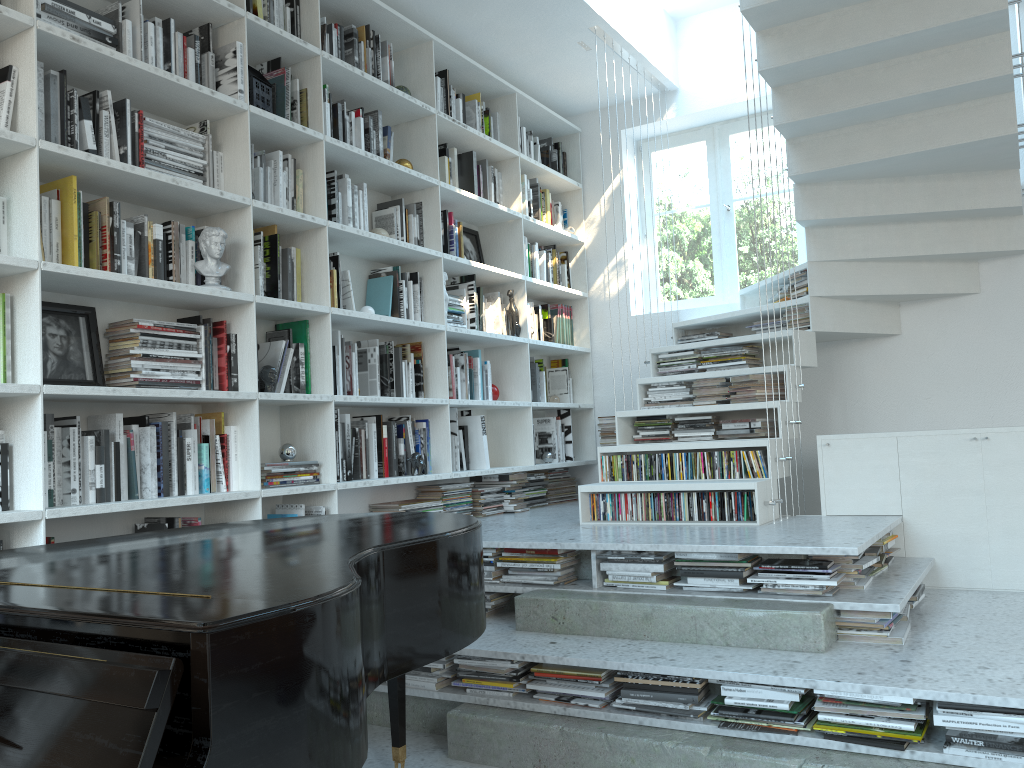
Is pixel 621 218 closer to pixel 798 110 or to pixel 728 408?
pixel 798 110

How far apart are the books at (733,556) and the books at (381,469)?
1.6m

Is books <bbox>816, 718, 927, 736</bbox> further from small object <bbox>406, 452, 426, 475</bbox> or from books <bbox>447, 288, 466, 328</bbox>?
books <bbox>447, 288, 466, 328</bbox>

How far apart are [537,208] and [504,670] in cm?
323

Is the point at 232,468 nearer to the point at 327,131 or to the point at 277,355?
the point at 277,355

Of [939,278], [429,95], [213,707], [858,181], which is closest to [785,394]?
[858,181]

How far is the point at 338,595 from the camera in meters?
1.4 m

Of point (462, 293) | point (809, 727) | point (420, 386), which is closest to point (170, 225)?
point (420, 386)

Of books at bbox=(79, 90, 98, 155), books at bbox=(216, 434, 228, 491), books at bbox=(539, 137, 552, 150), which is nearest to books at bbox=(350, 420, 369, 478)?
books at bbox=(216, 434, 228, 491)

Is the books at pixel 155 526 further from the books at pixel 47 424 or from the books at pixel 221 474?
the books at pixel 47 424
